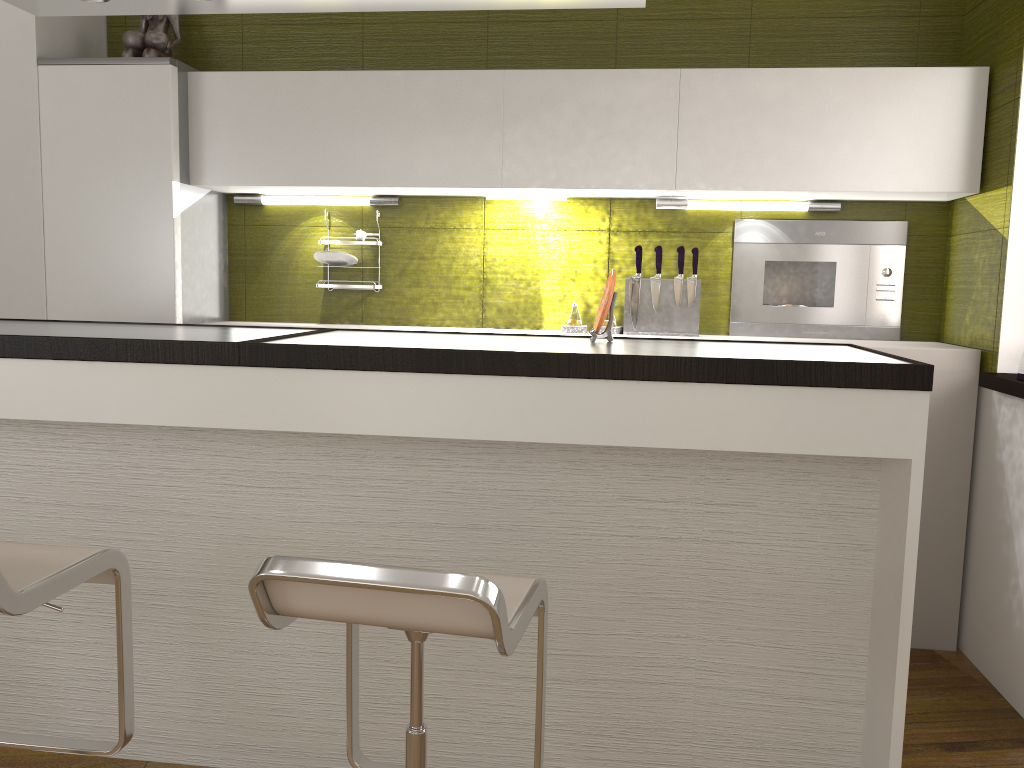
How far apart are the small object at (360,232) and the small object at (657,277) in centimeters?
121cm

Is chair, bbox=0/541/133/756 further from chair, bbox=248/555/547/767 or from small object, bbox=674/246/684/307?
small object, bbox=674/246/684/307

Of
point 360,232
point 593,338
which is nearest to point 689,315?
point 593,338

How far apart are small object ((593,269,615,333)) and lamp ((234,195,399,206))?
1.56m

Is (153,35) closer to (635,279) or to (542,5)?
(542,5)

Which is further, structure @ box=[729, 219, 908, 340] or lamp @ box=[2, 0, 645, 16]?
structure @ box=[729, 219, 908, 340]

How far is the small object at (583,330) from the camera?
3.5m

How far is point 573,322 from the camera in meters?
3.5 m

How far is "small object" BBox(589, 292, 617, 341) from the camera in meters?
2.3 m

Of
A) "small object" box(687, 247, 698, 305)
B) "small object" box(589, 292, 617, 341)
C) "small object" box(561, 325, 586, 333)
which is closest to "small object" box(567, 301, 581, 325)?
"small object" box(561, 325, 586, 333)
